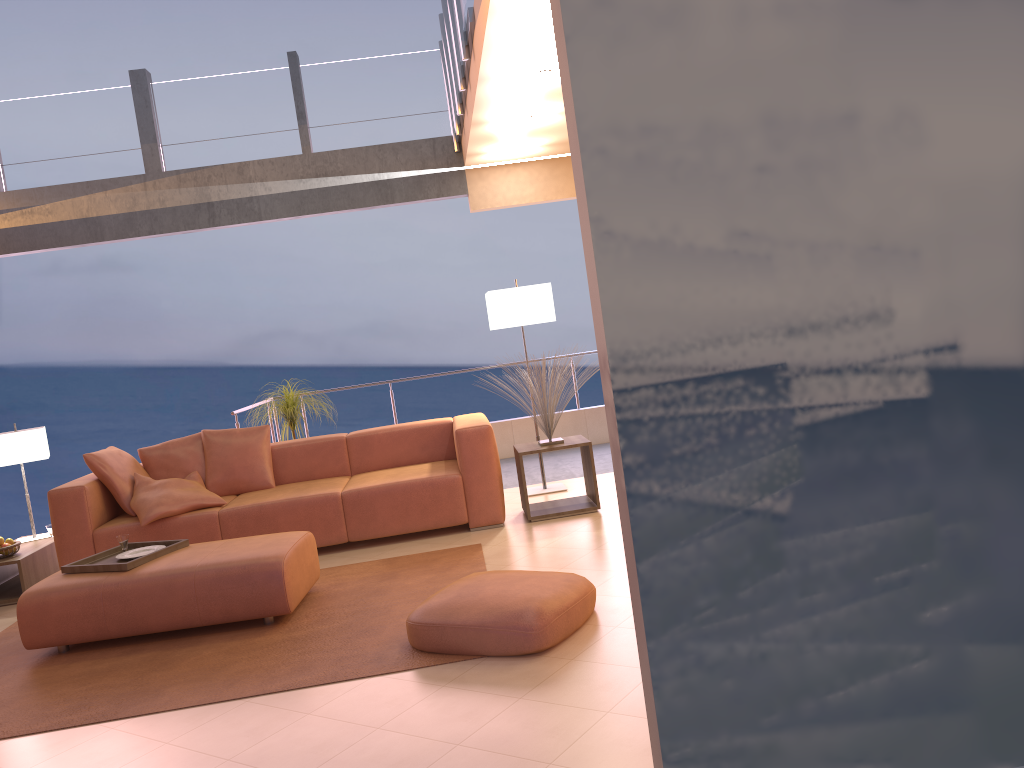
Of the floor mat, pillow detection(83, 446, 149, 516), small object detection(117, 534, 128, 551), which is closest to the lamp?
the floor mat

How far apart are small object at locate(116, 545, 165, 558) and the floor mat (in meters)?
0.45

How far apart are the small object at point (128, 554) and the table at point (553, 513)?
2.2 meters

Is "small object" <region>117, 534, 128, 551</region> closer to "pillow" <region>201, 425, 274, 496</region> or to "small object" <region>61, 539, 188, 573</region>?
"small object" <region>61, 539, 188, 573</region>

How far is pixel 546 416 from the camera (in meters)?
5.74

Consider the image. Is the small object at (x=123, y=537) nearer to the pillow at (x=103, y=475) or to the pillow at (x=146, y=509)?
the pillow at (x=146, y=509)

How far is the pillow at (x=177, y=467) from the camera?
6.0 meters

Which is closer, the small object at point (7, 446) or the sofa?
the sofa

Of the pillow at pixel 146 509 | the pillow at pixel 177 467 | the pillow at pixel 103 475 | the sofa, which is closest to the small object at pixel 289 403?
the sofa

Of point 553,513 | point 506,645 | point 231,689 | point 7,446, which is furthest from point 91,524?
point 506,645
